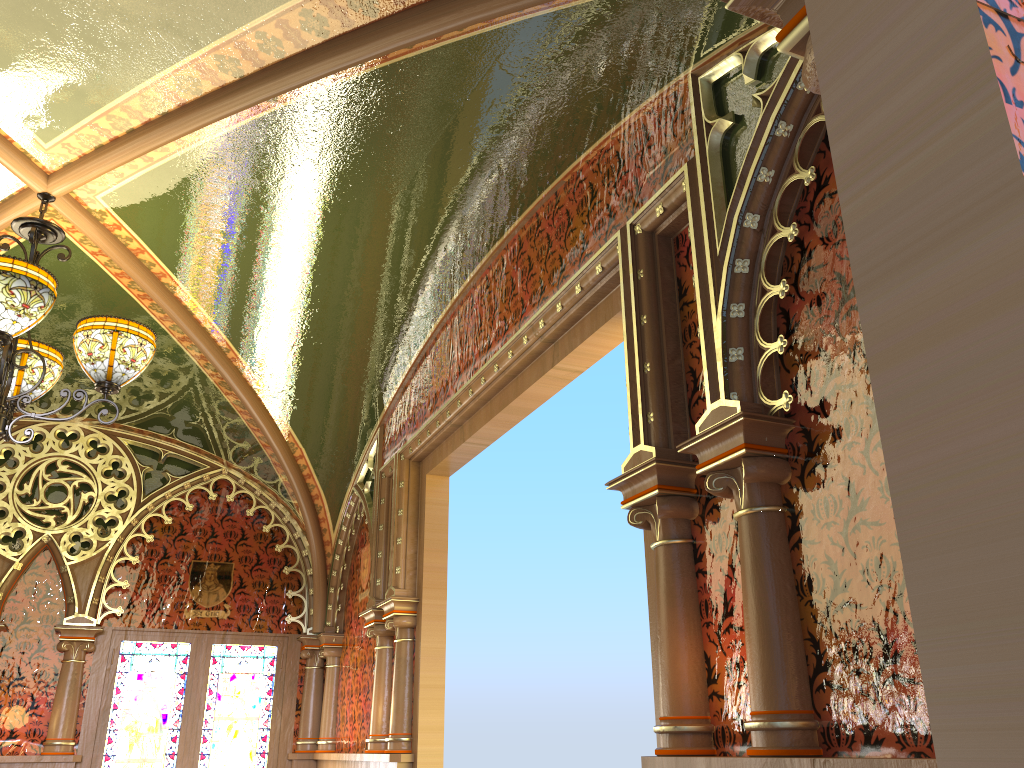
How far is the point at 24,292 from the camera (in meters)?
2.89

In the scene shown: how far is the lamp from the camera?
2.9m

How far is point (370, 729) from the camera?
4.8 meters

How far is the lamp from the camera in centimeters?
289cm

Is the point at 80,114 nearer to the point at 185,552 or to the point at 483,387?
the point at 483,387
